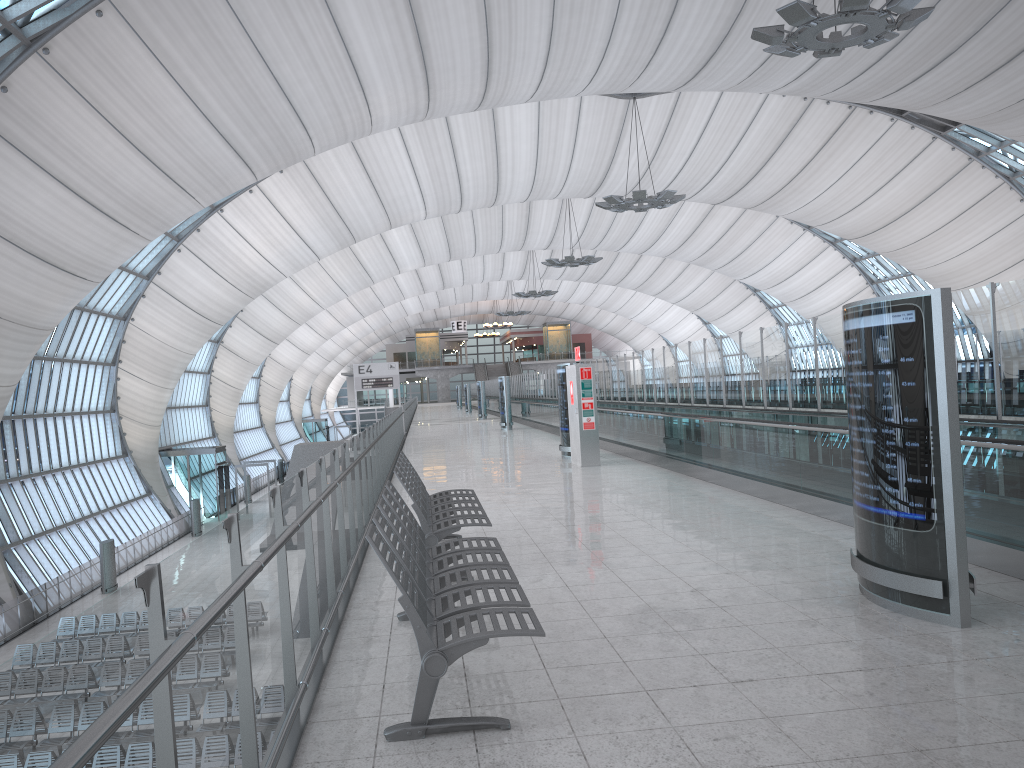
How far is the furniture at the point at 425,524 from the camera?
6.6m

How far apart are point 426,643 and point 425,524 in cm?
302

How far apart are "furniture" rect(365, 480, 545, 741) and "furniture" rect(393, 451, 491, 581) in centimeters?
56cm

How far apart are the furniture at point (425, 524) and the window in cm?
1718

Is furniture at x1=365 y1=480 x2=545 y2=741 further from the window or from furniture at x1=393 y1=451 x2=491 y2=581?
the window

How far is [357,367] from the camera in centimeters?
3069cm

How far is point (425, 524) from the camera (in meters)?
6.62

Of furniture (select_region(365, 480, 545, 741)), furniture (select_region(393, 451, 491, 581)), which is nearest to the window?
furniture (select_region(393, 451, 491, 581))

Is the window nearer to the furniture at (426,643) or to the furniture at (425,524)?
the furniture at (425,524)

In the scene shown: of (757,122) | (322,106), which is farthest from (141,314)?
(757,122)
